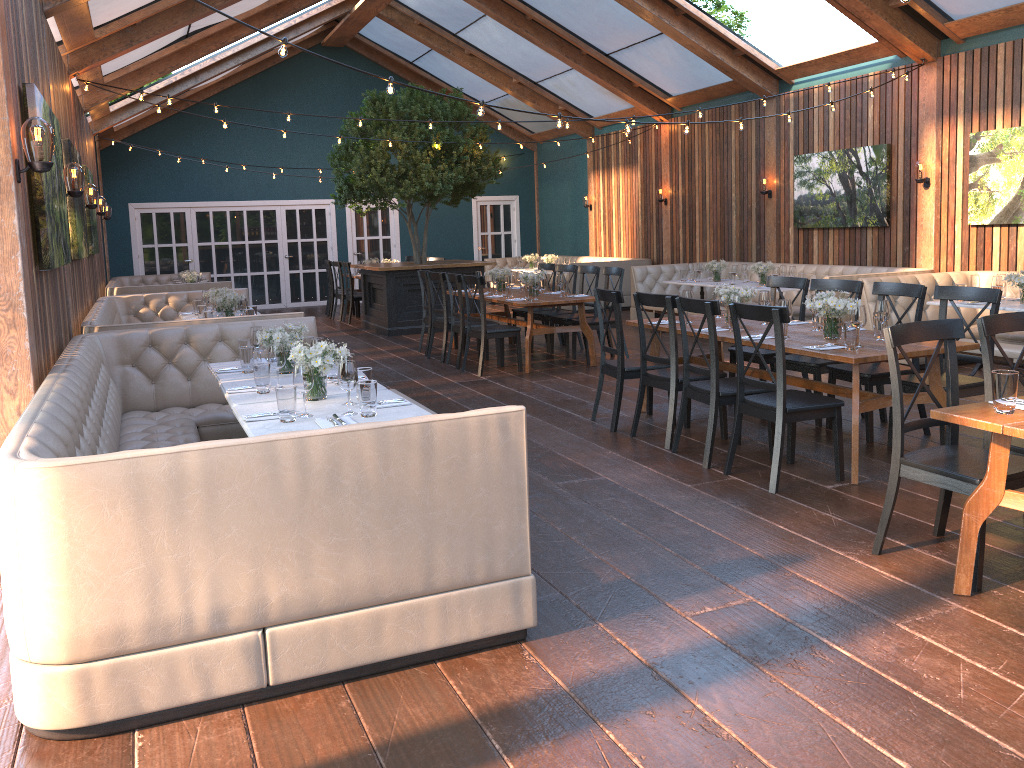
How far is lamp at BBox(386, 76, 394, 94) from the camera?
5.59m

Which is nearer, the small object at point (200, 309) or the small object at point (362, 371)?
the small object at point (362, 371)

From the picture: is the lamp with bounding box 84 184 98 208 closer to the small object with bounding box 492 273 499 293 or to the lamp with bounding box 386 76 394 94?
the small object with bounding box 492 273 499 293

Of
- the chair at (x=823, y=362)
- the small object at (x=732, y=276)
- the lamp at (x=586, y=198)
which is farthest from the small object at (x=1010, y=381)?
the lamp at (x=586, y=198)

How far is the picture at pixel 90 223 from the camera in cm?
977

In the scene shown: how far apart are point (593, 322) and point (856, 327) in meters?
4.6 m

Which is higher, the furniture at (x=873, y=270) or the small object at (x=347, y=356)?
the small object at (x=347, y=356)

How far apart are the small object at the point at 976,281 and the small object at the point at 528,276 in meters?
4.2

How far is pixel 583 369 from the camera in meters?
9.2 m

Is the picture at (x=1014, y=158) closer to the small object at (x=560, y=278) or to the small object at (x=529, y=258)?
the small object at (x=560, y=278)
